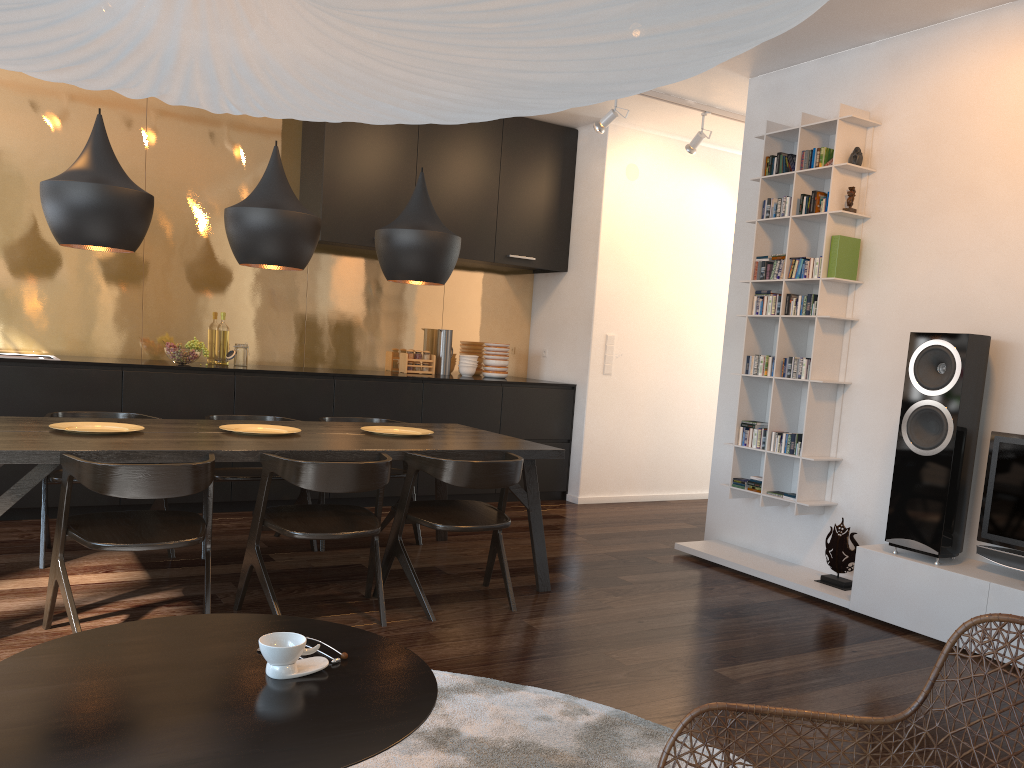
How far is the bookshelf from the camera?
4.5m

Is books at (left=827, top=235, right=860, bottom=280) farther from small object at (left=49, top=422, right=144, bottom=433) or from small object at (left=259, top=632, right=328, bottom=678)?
small object at (left=259, top=632, right=328, bottom=678)

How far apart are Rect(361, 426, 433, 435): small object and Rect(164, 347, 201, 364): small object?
1.7 meters

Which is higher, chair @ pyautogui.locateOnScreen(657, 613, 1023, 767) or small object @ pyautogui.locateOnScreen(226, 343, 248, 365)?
small object @ pyautogui.locateOnScreen(226, 343, 248, 365)

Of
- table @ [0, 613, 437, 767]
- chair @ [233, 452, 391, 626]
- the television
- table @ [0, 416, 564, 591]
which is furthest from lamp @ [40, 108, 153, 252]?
the television

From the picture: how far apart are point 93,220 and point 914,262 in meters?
3.7

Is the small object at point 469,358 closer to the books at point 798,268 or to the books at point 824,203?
the books at point 798,268

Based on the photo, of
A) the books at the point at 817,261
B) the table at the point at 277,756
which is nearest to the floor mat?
the table at the point at 277,756

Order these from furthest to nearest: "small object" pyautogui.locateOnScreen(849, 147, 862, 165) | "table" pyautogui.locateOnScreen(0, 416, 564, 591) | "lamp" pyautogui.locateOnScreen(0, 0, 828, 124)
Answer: "small object" pyautogui.locateOnScreen(849, 147, 862, 165)
"table" pyautogui.locateOnScreen(0, 416, 564, 591)
"lamp" pyautogui.locateOnScreen(0, 0, 828, 124)

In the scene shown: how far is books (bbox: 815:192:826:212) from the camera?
4.6 meters
